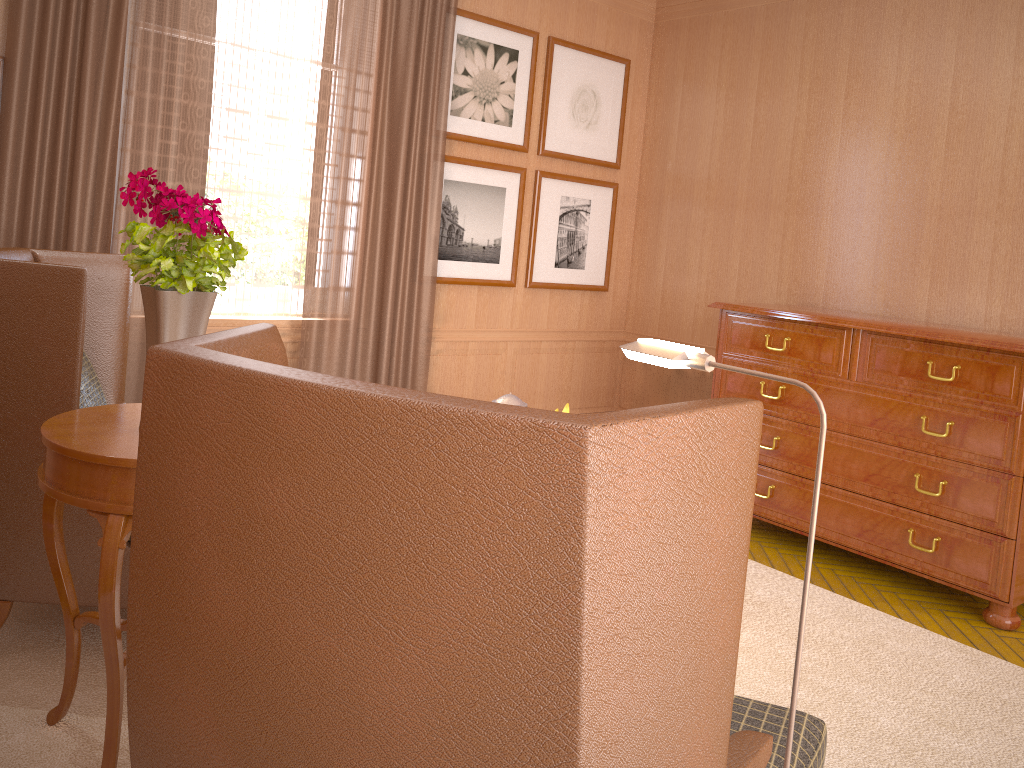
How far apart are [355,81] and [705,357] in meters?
5.8

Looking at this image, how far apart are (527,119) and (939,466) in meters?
5.0

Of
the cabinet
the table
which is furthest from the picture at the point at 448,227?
the table

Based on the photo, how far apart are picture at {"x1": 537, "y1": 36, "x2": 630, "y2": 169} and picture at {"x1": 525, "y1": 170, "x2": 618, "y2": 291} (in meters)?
0.21

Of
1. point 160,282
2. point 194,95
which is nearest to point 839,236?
point 194,95

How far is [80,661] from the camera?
4.6m

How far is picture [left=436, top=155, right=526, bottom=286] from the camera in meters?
8.5 m

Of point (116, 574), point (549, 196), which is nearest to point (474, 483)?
point (116, 574)

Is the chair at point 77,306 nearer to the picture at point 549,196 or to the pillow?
the pillow

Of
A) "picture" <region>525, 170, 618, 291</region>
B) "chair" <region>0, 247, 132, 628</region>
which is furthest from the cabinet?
"chair" <region>0, 247, 132, 628</region>
